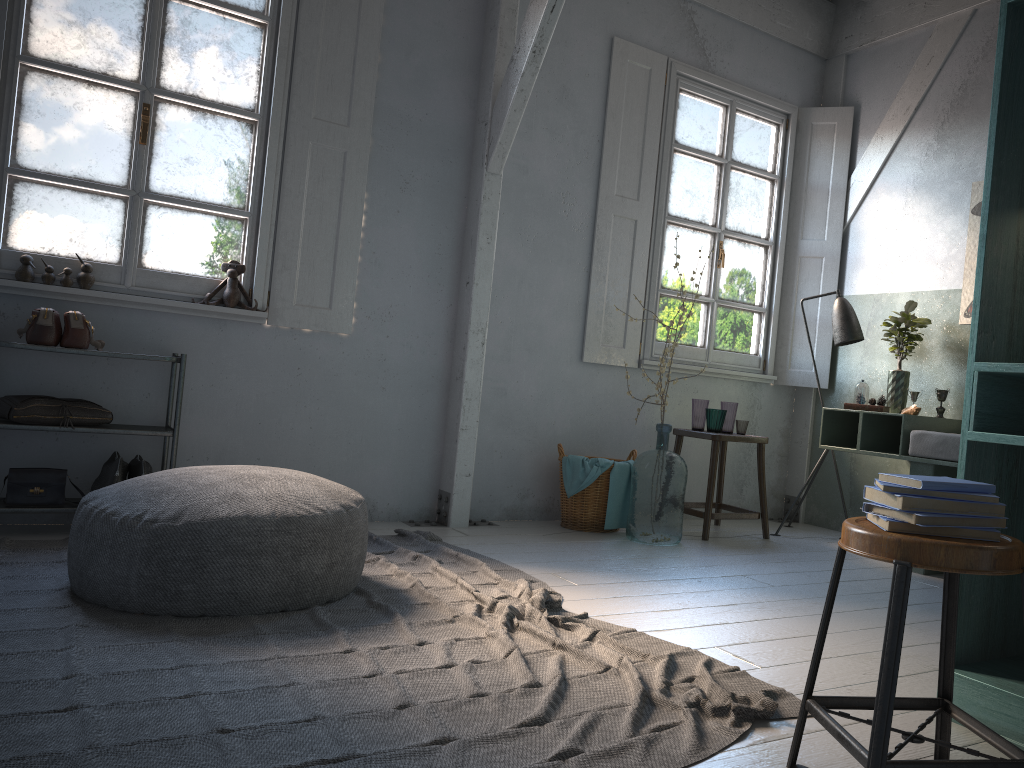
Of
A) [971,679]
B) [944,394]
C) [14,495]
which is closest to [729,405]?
[944,394]

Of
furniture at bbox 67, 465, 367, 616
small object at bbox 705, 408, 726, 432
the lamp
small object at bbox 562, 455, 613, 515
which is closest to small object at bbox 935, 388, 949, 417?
the lamp

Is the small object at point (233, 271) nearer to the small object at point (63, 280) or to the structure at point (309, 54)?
the structure at point (309, 54)

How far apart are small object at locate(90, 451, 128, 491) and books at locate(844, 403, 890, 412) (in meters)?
4.17

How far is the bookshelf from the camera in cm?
242

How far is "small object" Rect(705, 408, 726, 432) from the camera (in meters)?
5.73

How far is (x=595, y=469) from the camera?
5.41m

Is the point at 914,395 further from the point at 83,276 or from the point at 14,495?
the point at 14,495

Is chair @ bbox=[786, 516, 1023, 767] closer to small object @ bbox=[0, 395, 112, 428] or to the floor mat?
the floor mat

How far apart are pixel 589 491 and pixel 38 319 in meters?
3.2 m
